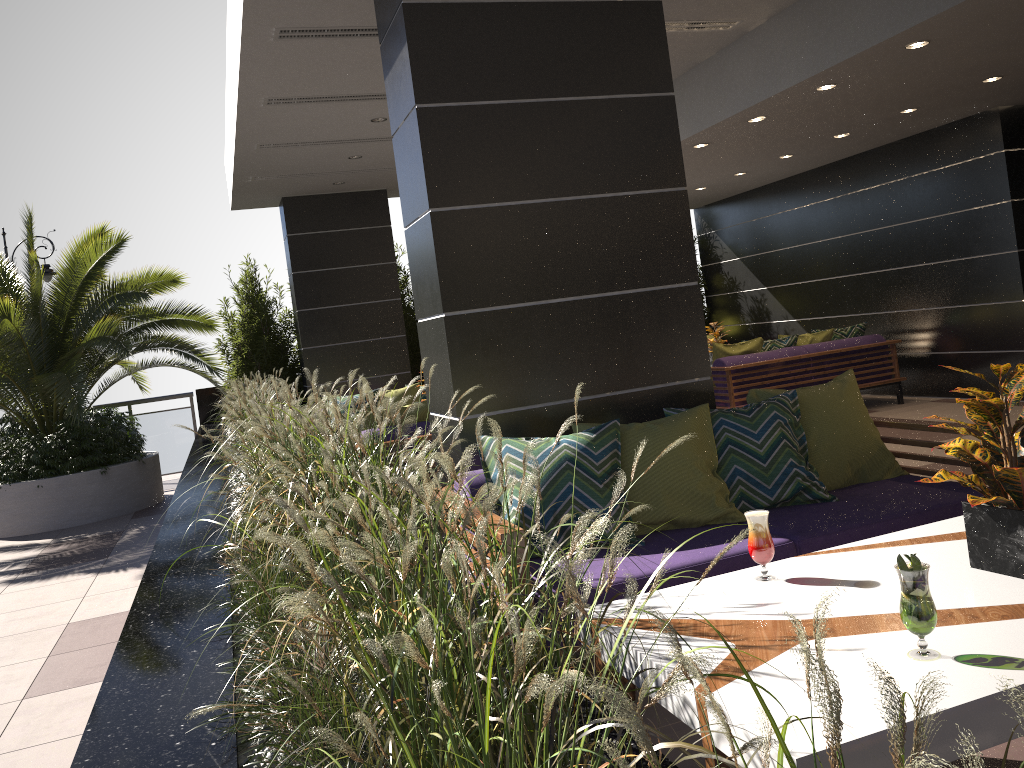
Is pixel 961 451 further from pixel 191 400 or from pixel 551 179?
pixel 191 400

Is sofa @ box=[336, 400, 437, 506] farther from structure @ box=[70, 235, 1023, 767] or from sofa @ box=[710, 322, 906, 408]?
sofa @ box=[710, 322, 906, 408]

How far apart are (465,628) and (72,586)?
5.8 meters

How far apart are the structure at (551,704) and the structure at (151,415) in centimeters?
29cm

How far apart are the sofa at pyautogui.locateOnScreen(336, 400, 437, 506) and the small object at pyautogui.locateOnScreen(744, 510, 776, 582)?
4.0 meters

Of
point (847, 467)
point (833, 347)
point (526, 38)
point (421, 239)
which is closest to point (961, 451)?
point (847, 467)

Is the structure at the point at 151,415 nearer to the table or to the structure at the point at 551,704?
the structure at the point at 551,704

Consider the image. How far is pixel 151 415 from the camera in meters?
11.2 m

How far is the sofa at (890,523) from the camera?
3.3m

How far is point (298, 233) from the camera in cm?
1078
